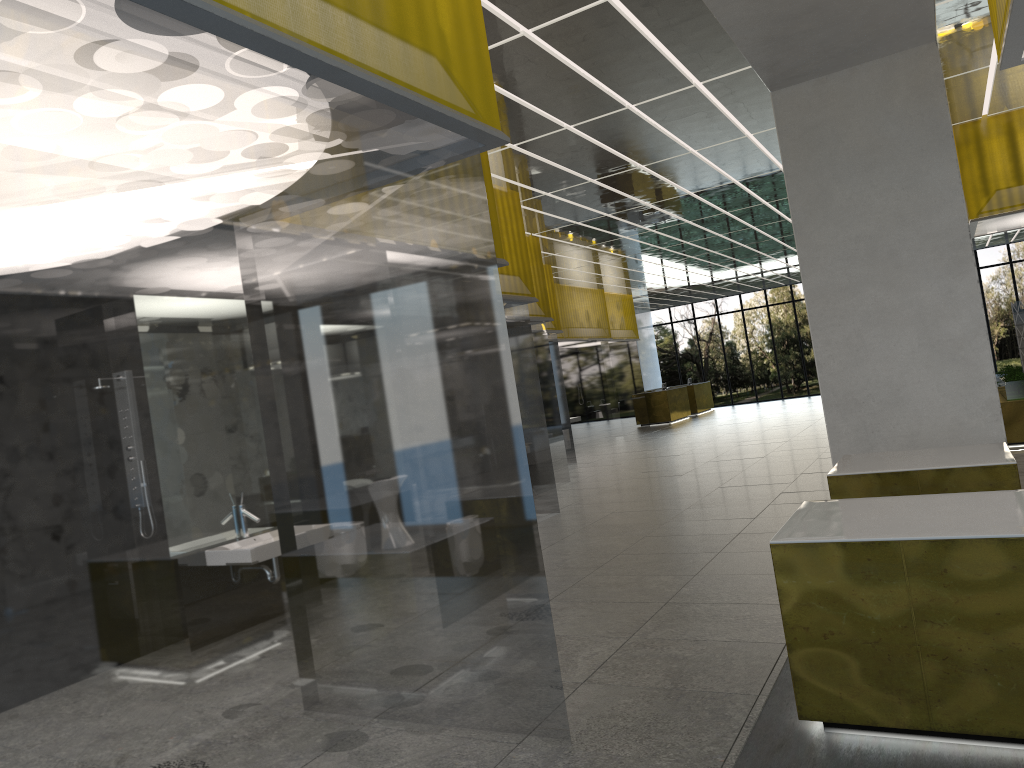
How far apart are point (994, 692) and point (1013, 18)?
4.5m

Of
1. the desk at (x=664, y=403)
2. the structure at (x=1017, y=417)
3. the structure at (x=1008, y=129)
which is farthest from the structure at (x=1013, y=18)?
the desk at (x=664, y=403)

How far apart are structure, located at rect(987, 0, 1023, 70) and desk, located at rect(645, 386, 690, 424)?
33.87m

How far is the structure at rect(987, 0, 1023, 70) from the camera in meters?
6.0 m

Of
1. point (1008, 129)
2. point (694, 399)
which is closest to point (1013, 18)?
point (1008, 129)

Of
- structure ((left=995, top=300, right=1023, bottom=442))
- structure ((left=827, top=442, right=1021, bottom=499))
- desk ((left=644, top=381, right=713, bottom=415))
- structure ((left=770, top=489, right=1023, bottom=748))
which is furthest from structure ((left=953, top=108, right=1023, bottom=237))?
desk ((left=644, top=381, right=713, bottom=415))

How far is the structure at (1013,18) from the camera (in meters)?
6.04

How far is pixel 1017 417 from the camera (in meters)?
17.33

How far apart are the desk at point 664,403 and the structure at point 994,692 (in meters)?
34.38

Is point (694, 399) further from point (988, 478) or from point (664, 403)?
point (988, 478)
